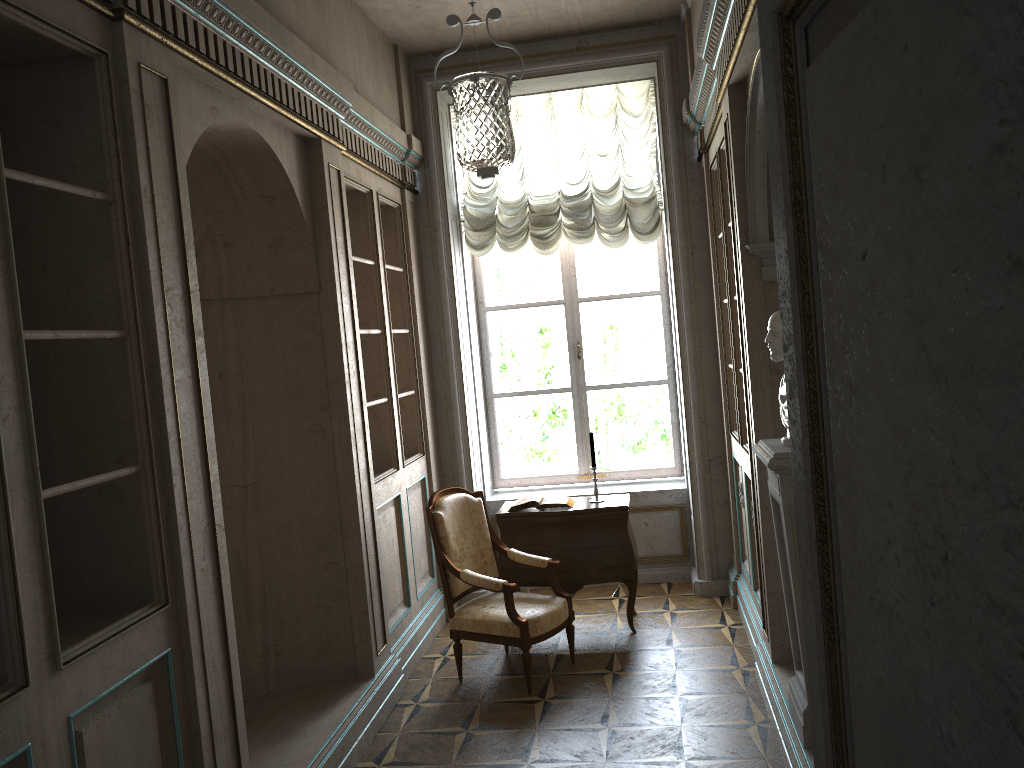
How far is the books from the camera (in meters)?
5.38

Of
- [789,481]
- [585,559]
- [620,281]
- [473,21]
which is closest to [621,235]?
[620,281]

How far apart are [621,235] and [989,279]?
5.83m

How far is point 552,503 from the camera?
5.38m

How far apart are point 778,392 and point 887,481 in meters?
3.6 m

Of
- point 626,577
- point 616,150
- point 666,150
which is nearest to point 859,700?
point 626,577

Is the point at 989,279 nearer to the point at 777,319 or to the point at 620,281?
the point at 777,319

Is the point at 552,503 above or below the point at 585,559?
above

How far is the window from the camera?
6.6m

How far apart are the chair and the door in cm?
371
